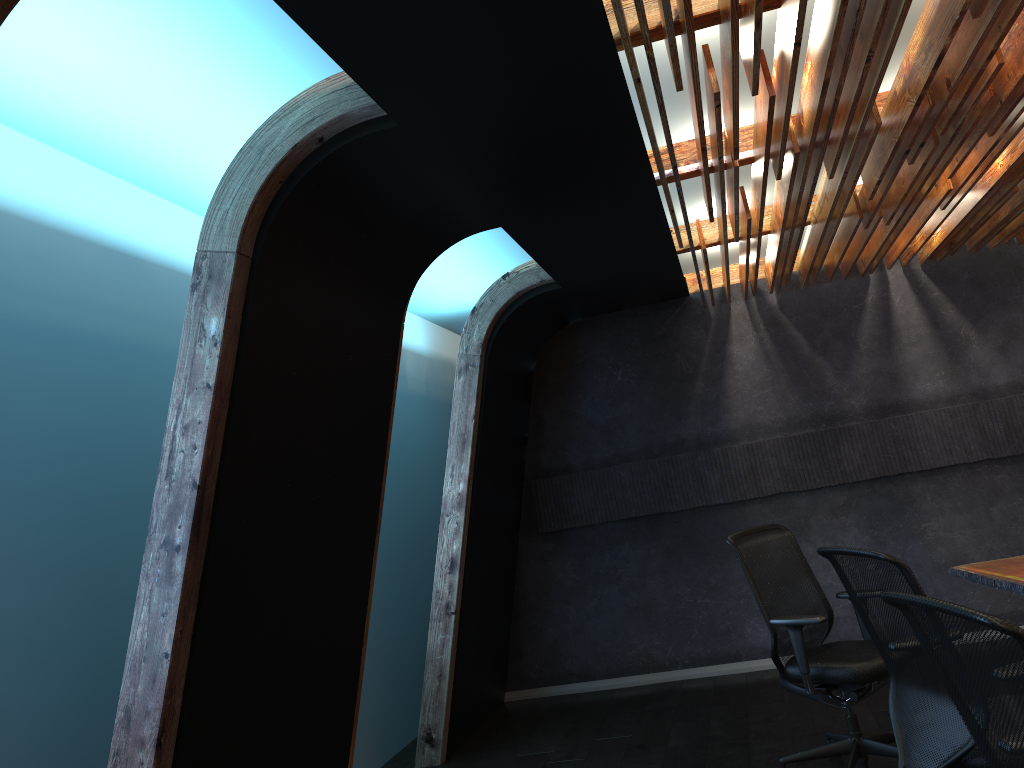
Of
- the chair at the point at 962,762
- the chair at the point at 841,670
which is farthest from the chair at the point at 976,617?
the chair at the point at 841,670

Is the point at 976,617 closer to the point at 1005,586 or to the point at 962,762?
the point at 962,762

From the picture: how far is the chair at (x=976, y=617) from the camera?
1.82m

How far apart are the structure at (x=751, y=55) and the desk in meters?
2.1 m

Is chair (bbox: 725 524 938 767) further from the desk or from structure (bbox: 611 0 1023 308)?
structure (bbox: 611 0 1023 308)

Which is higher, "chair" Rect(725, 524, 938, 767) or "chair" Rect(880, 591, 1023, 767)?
"chair" Rect(880, 591, 1023, 767)

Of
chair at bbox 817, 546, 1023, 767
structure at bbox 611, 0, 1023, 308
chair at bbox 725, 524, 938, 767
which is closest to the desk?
chair at bbox 725, 524, 938, 767

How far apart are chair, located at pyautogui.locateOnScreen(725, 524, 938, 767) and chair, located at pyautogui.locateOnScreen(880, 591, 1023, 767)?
2.1m

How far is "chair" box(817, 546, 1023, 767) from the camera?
3.03m

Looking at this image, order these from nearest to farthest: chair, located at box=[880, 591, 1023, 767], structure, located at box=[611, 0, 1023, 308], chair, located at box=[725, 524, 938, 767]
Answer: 1. chair, located at box=[880, 591, 1023, 767]
2. structure, located at box=[611, 0, 1023, 308]
3. chair, located at box=[725, 524, 938, 767]
